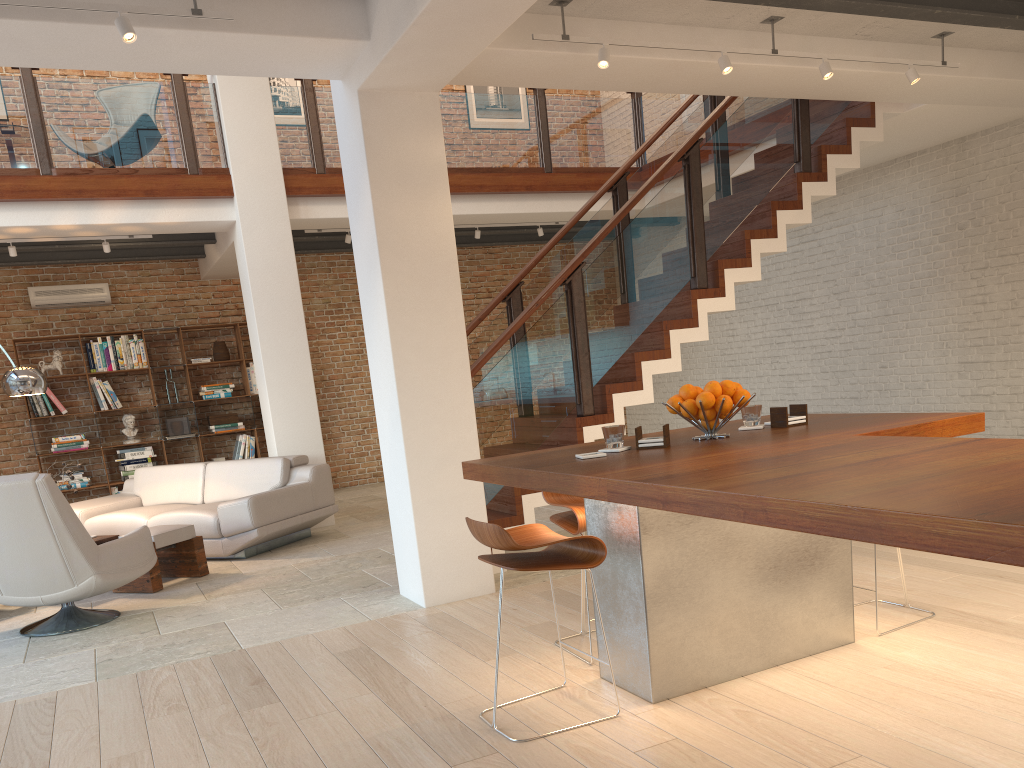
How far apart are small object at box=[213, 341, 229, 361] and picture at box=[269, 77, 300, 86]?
3.4 meters

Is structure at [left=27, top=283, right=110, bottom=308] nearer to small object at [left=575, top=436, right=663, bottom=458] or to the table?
the table

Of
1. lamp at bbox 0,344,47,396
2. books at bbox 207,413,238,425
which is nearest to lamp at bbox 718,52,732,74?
lamp at bbox 0,344,47,396

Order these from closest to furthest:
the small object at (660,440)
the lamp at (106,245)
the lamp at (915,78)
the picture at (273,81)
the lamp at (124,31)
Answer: the small object at (660,440)
the lamp at (124,31)
the lamp at (915,78)
the lamp at (106,245)
the picture at (273,81)

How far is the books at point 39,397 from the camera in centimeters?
972cm

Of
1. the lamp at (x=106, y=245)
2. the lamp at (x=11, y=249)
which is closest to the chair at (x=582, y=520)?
the lamp at (x=106, y=245)

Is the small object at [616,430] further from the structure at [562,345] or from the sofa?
the sofa

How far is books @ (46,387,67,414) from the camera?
9.8 meters

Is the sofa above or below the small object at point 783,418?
below

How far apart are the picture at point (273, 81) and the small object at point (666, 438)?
9.52m
